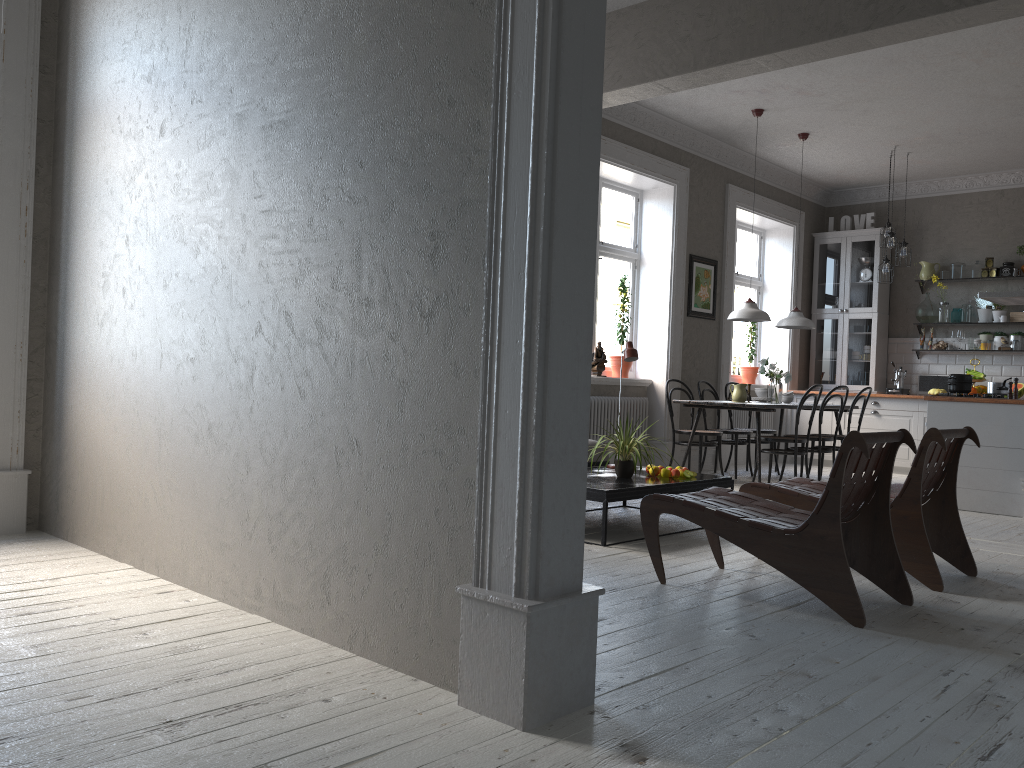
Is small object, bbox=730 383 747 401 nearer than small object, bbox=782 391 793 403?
Yes

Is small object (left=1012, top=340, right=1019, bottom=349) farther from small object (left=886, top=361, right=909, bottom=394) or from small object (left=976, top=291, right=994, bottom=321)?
small object (left=886, top=361, right=909, bottom=394)

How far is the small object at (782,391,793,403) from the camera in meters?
8.2

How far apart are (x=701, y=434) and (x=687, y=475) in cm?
262

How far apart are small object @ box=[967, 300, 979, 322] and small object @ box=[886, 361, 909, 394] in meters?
0.9

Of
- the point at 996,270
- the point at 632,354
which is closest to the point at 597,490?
the point at 632,354

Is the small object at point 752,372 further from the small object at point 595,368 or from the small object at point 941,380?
the small object at point 595,368

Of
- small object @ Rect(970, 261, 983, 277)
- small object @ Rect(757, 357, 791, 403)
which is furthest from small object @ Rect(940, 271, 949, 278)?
small object @ Rect(757, 357, 791, 403)

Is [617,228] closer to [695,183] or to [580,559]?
[695,183]

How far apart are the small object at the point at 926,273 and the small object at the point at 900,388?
1.10m
